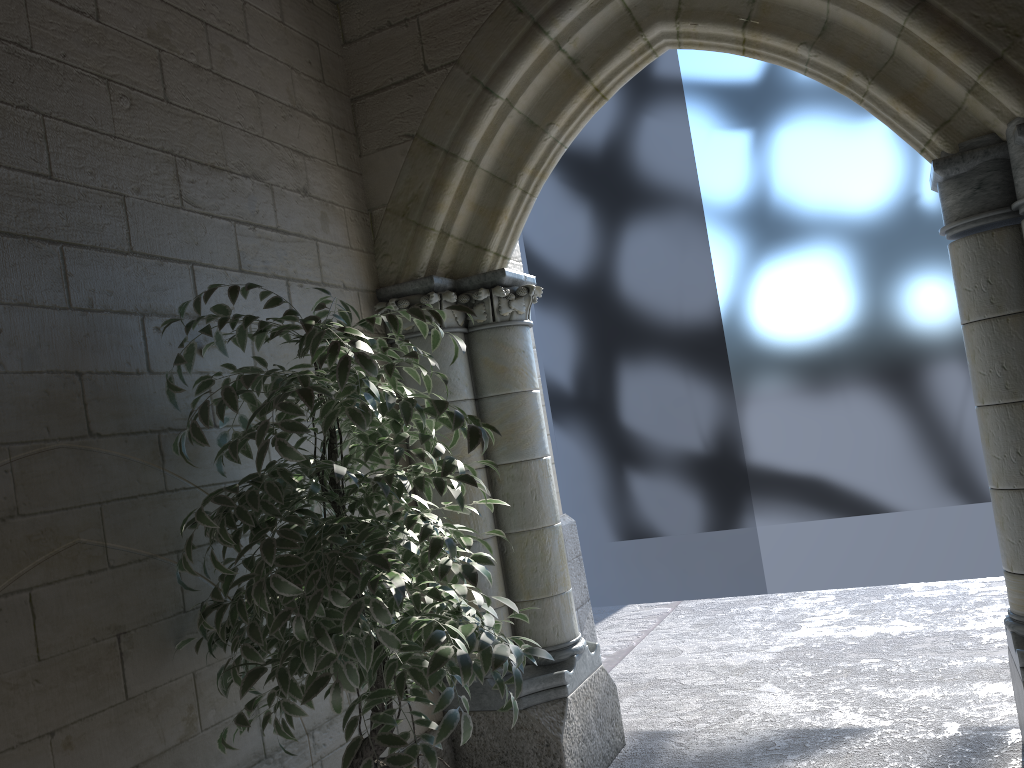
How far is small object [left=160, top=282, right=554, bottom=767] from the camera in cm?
160

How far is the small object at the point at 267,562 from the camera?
1.6m

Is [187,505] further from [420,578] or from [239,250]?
[239,250]
